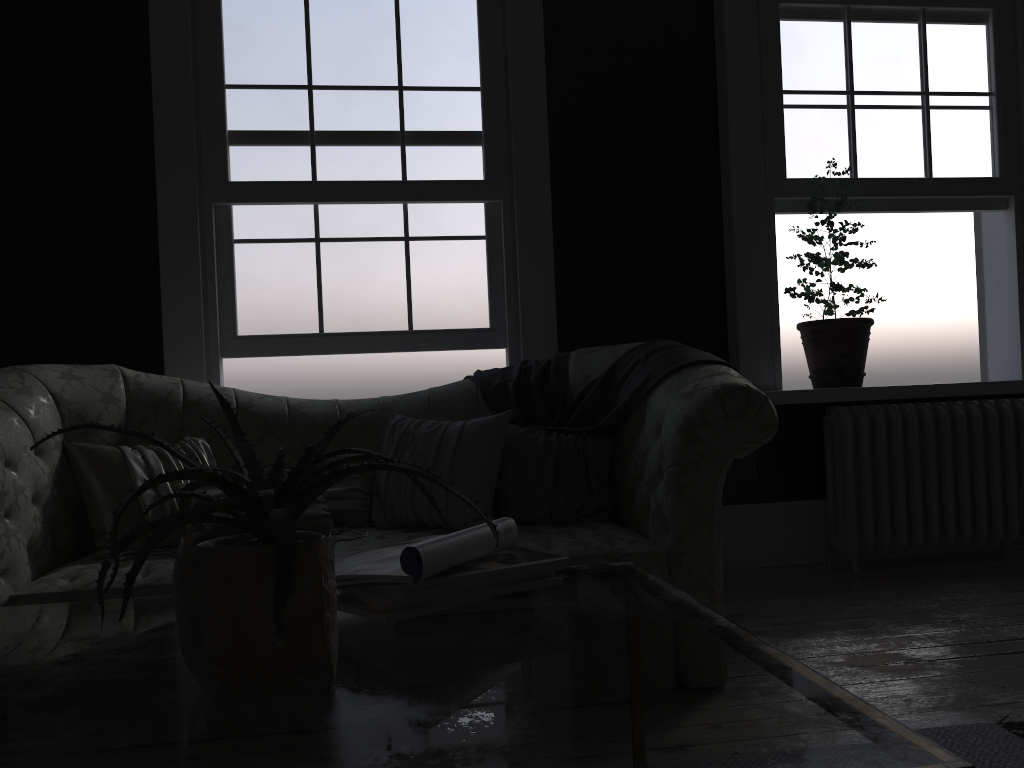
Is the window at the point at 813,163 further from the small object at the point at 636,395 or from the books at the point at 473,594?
the books at the point at 473,594

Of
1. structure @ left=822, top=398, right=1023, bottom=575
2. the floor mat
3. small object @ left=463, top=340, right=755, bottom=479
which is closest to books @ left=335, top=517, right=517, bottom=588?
the floor mat

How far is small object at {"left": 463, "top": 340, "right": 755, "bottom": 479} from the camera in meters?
3.3 m

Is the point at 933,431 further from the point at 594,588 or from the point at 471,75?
the point at 594,588

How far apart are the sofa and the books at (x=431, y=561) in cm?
125

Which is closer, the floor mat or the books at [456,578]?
the books at [456,578]

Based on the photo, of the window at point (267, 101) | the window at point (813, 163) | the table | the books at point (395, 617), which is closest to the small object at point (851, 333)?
the window at point (813, 163)

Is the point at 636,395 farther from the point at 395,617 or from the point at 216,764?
the point at 216,764

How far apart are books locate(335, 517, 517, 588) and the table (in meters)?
0.07

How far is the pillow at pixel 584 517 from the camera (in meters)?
3.28
